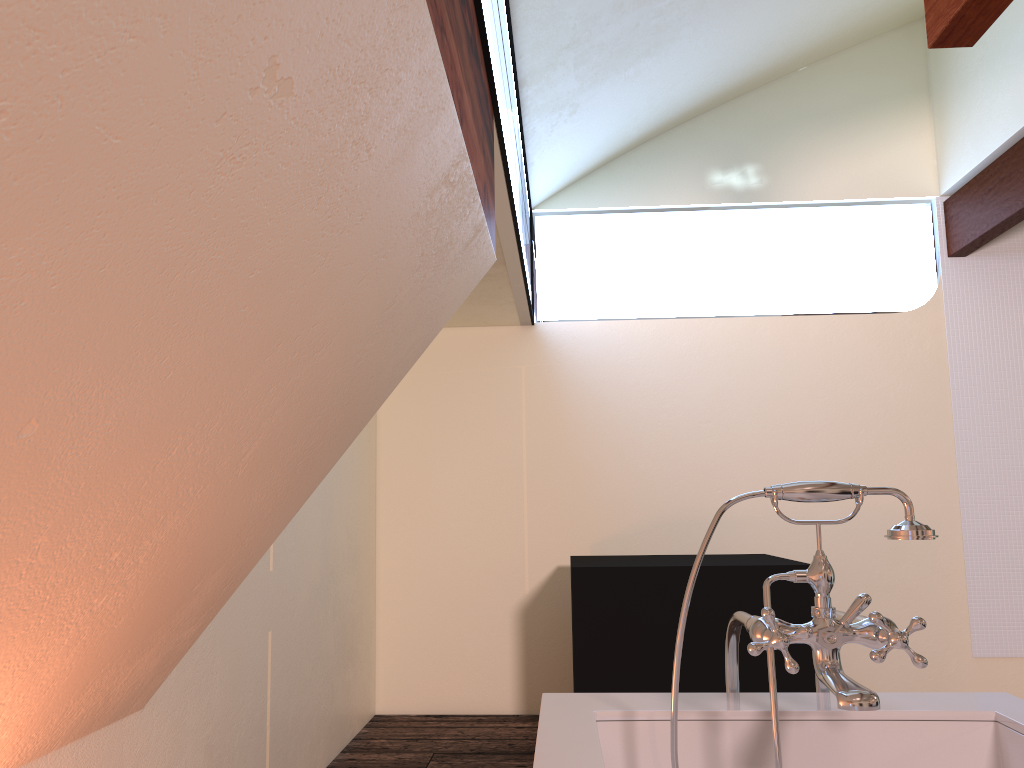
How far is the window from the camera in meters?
2.5

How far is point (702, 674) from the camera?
3.1m

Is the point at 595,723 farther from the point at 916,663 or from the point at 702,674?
the point at 702,674

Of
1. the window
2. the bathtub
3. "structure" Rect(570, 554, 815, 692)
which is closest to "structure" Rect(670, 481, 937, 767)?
the bathtub

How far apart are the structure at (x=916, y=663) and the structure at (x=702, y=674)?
1.6 meters

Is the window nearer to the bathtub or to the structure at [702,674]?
the structure at [702,674]

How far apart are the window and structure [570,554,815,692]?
1.2 meters

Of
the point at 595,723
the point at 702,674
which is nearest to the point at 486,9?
the point at 595,723

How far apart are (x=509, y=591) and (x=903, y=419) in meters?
2.1

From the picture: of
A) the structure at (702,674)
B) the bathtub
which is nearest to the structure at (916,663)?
the bathtub
